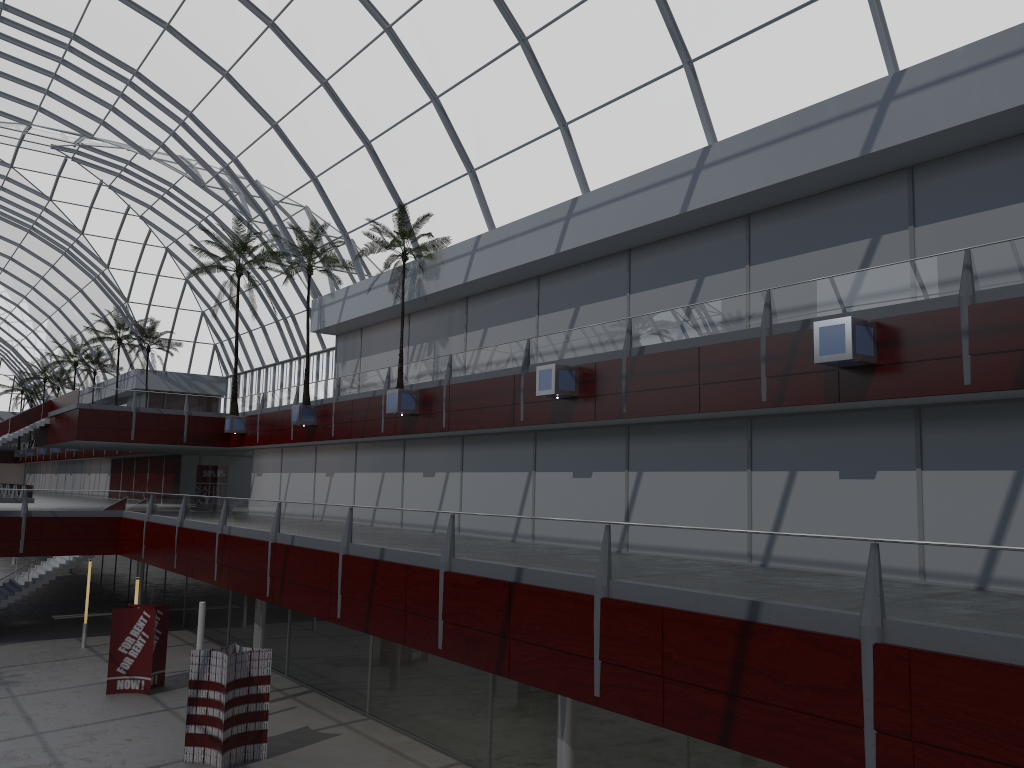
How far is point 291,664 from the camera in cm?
3710

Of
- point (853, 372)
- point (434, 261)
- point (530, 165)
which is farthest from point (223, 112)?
point (853, 372)
